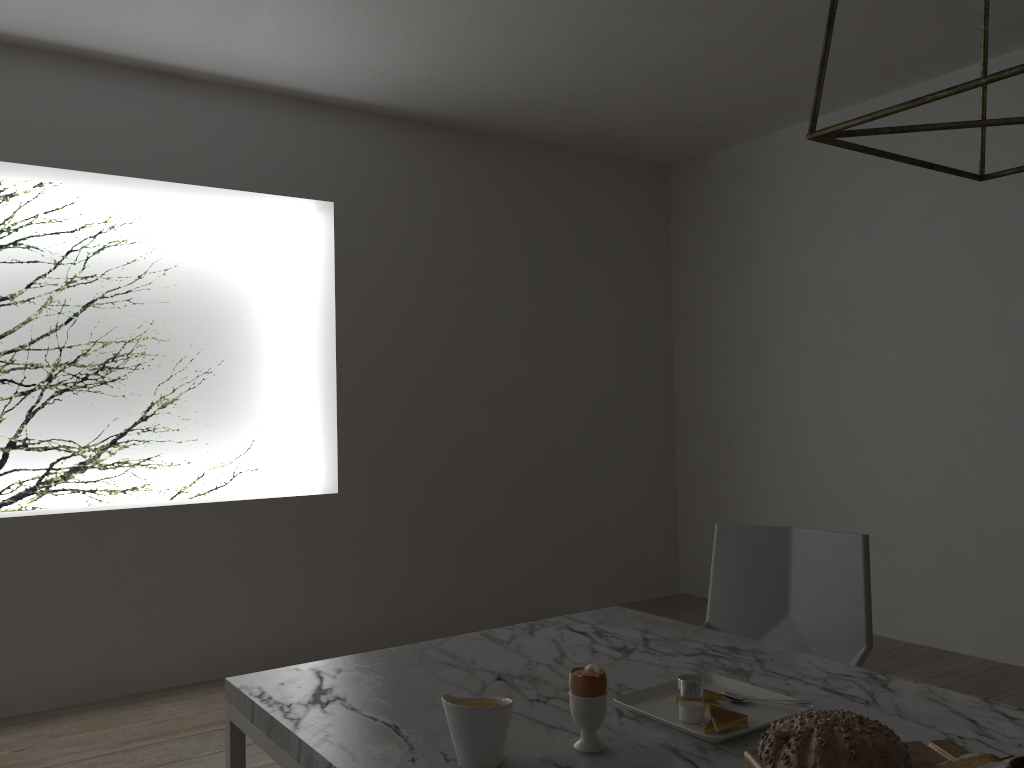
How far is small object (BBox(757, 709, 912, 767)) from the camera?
0.9m

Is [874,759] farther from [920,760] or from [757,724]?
[757,724]

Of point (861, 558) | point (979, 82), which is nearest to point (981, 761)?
point (979, 82)

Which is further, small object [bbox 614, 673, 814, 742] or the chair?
the chair

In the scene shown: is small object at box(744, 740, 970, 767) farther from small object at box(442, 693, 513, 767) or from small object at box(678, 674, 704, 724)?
small object at box(442, 693, 513, 767)

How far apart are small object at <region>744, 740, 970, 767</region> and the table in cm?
5

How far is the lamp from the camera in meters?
0.7

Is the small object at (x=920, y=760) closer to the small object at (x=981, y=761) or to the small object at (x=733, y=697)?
the small object at (x=981, y=761)

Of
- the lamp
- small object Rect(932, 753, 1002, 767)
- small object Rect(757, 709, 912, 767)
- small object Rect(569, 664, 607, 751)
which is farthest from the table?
the lamp

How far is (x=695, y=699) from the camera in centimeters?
121cm
